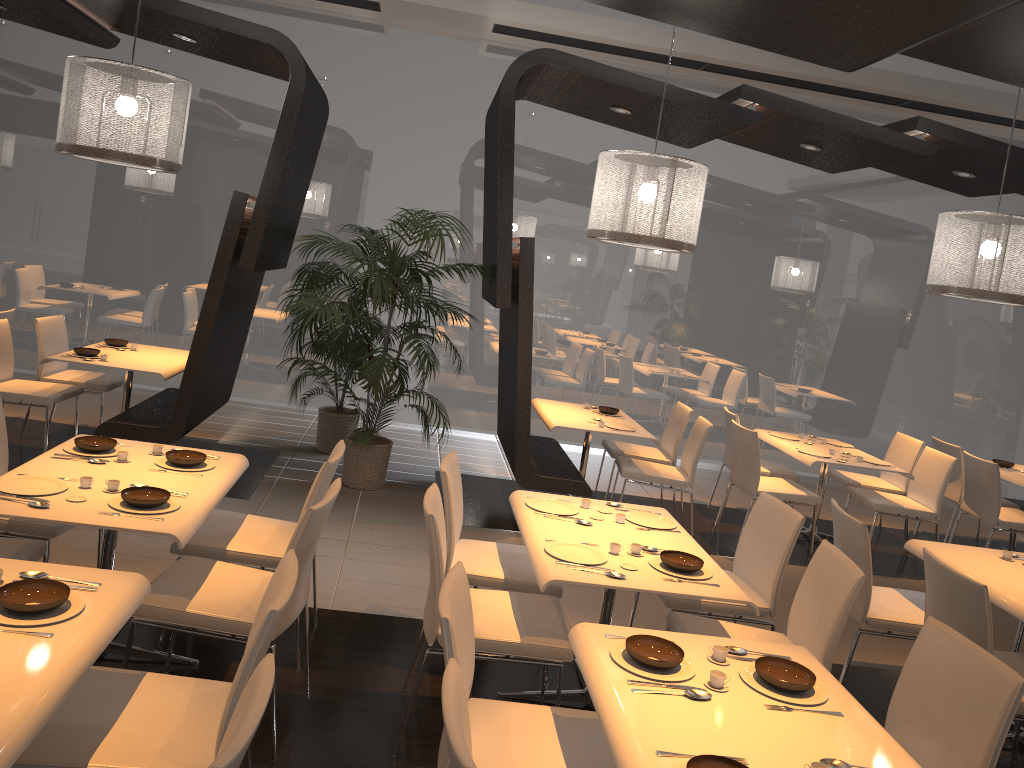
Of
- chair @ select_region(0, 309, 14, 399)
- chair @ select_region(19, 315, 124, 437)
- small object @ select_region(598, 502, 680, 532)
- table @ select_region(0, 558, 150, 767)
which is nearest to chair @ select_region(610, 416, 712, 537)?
small object @ select_region(598, 502, 680, 532)

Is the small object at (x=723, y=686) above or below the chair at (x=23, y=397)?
above

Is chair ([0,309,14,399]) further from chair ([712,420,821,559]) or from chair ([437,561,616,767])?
chair ([712,420,821,559])

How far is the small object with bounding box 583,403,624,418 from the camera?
6.94m

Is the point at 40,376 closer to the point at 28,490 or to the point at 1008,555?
the point at 28,490

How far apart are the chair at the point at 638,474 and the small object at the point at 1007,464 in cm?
284

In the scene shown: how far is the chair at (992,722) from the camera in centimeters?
247cm

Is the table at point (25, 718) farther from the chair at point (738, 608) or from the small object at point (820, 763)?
the chair at point (738, 608)

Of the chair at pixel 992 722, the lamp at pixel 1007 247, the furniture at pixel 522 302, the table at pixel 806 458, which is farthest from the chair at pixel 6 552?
the table at pixel 806 458

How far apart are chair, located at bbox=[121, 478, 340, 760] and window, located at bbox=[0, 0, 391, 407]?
5.4m
